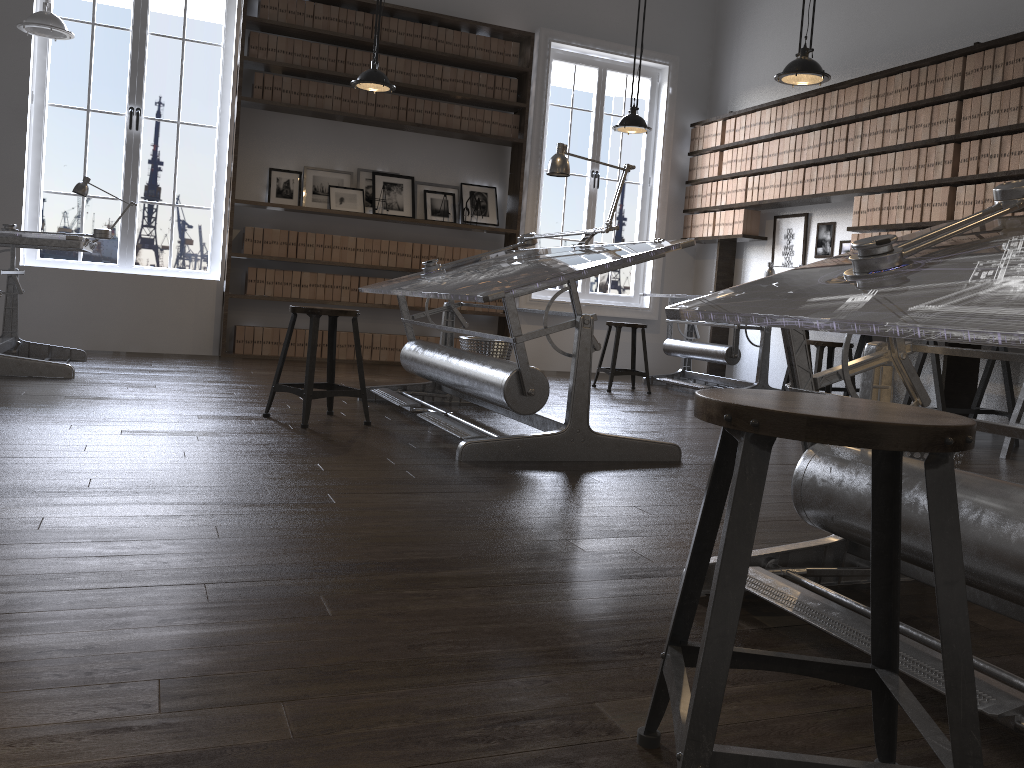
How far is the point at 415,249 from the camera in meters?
7.6 m

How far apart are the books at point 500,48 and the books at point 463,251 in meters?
1.7

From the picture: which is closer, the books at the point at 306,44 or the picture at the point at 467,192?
the books at the point at 306,44

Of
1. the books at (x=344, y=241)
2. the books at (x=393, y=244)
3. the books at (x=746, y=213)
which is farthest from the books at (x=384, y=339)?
the books at (x=746, y=213)

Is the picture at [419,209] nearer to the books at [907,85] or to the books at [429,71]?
the books at [429,71]

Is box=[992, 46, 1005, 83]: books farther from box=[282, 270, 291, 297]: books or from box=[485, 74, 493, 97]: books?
box=[282, 270, 291, 297]: books

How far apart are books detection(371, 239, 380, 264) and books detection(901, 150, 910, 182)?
4.07m

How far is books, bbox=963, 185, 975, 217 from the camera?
5.48m

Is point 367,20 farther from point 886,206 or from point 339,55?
point 886,206

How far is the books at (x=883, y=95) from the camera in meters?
6.2 m
